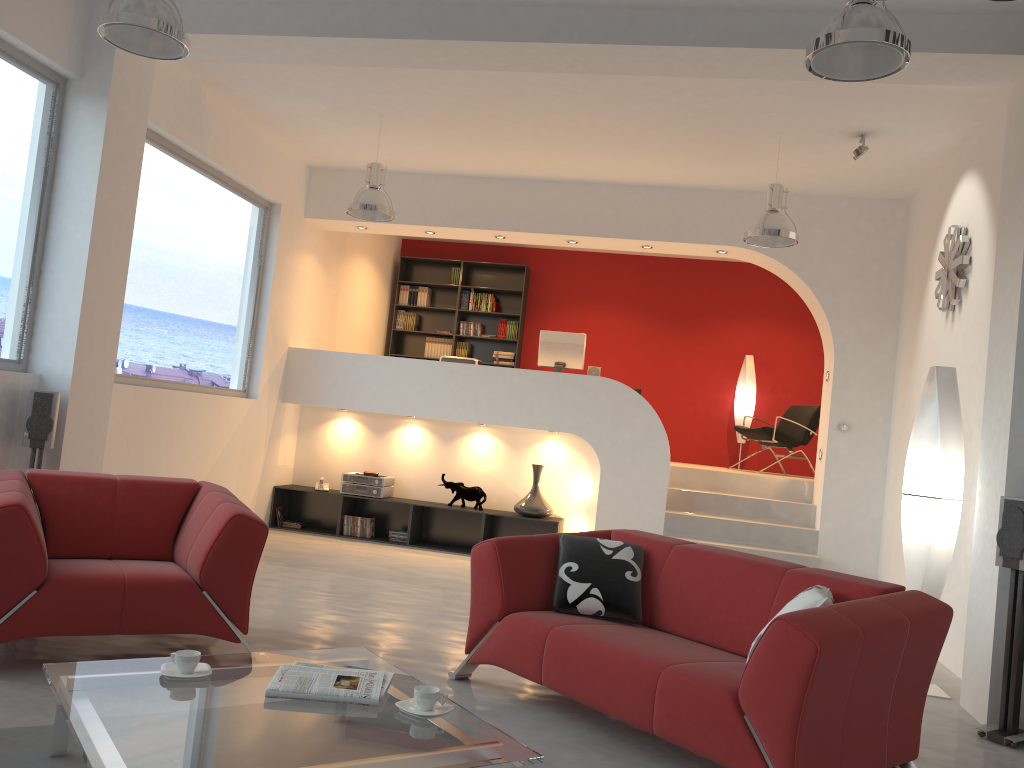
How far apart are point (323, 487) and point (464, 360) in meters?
1.8

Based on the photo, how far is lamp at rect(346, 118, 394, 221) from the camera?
6.7m

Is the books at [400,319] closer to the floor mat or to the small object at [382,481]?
the small object at [382,481]

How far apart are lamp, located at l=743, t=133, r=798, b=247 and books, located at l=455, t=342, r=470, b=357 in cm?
522

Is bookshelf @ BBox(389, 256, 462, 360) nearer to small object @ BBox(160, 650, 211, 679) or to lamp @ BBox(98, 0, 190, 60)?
lamp @ BBox(98, 0, 190, 60)

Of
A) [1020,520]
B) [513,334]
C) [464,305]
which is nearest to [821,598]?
[1020,520]

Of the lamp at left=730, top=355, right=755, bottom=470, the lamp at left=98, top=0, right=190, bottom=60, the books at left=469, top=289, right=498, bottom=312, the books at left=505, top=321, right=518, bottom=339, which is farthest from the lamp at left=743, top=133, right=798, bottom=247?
the books at left=469, top=289, right=498, bottom=312

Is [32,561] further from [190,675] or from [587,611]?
[587,611]

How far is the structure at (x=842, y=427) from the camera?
7.6 meters

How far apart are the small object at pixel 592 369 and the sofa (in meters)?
4.35
